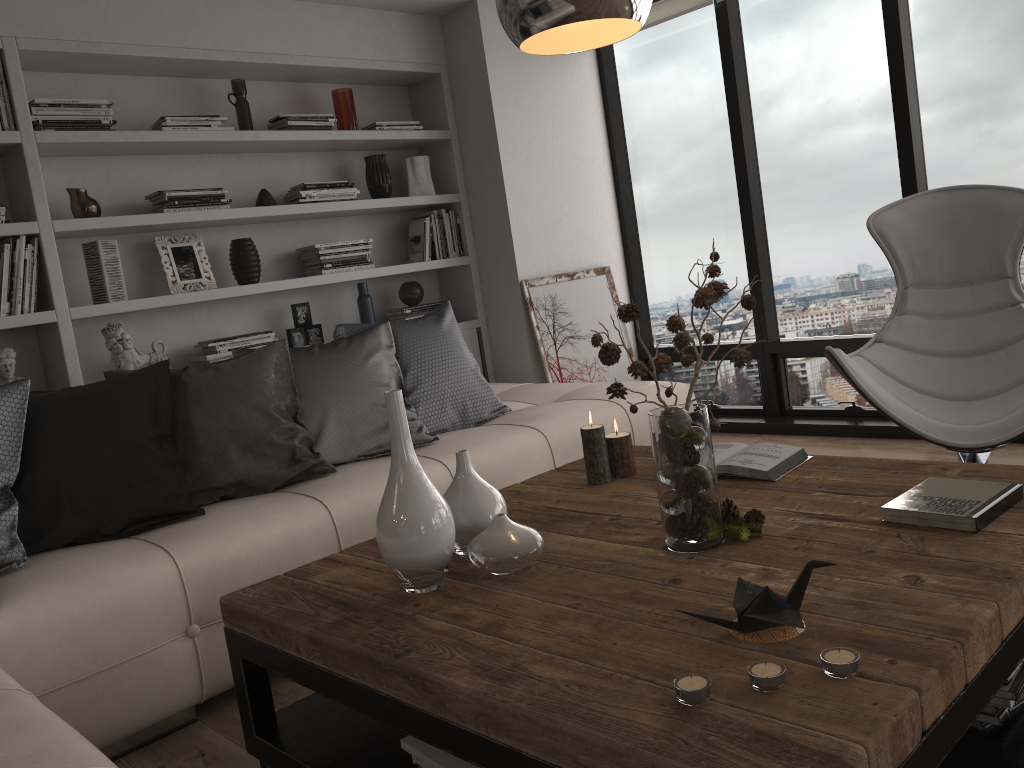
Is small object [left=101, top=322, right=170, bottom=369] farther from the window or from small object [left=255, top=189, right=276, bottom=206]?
the window

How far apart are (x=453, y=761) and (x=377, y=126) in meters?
3.6 m

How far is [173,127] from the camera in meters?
3.7 m

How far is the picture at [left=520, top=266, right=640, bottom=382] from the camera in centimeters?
469cm

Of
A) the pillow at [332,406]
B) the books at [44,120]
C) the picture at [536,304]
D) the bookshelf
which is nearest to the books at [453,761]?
the pillow at [332,406]

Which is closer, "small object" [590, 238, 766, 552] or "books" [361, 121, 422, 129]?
"small object" [590, 238, 766, 552]

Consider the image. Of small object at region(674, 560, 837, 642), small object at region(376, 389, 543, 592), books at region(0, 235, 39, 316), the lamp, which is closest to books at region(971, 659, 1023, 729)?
small object at region(674, 560, 837, 642)

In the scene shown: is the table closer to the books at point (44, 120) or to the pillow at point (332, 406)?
the pillow at point (332, 406)

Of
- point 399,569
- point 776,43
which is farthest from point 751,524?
point 776,43

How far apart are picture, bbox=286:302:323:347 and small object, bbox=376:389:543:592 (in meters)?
2.56
